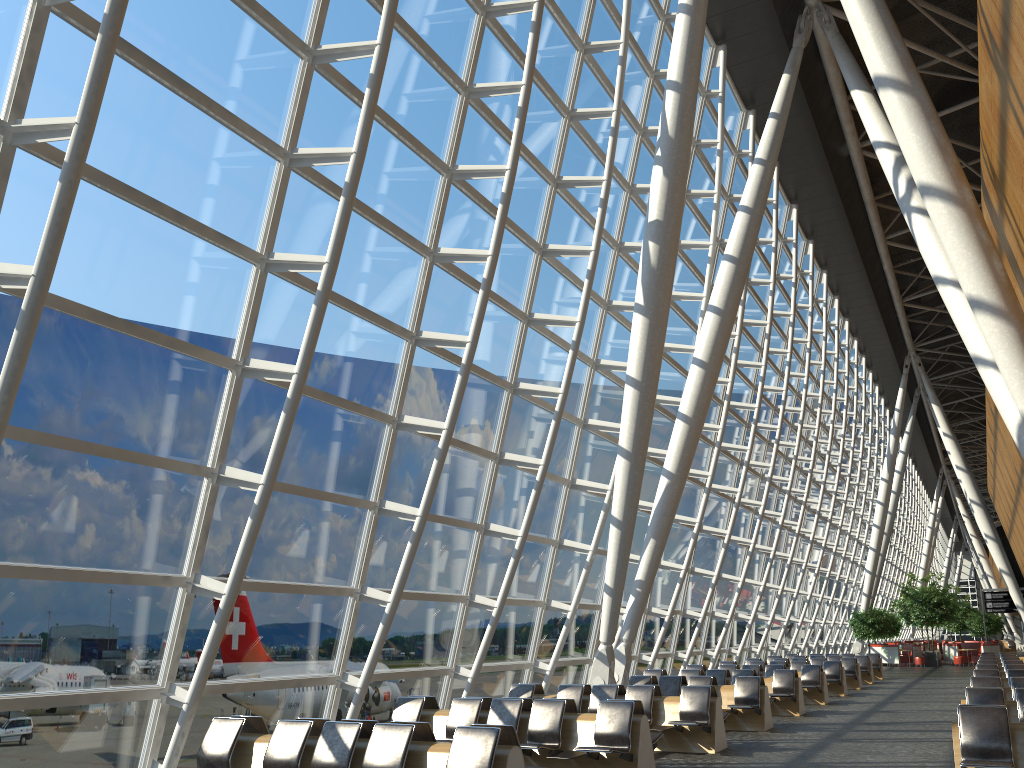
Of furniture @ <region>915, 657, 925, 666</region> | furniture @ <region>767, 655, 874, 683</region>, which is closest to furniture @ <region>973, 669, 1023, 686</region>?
furniture @ <region>767, 655, 874, 683</region>

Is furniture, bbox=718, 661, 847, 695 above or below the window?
below

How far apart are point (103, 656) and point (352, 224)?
5.3 meters

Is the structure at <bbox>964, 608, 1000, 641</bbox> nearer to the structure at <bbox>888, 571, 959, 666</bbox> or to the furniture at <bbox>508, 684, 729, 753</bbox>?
the structure at <bbox>888, 571, 959, 666</bbox>

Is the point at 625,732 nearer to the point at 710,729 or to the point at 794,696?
the point at 710,729

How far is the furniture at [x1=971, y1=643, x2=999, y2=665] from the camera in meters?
39.2 m

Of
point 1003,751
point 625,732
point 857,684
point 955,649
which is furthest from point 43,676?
point 955,649

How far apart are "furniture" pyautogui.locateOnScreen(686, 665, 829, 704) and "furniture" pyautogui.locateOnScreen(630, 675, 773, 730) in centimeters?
499cm

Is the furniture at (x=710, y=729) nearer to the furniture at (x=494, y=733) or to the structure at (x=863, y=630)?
the furniture at (x=494, y=733)

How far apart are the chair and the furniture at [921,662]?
2.1 meters
